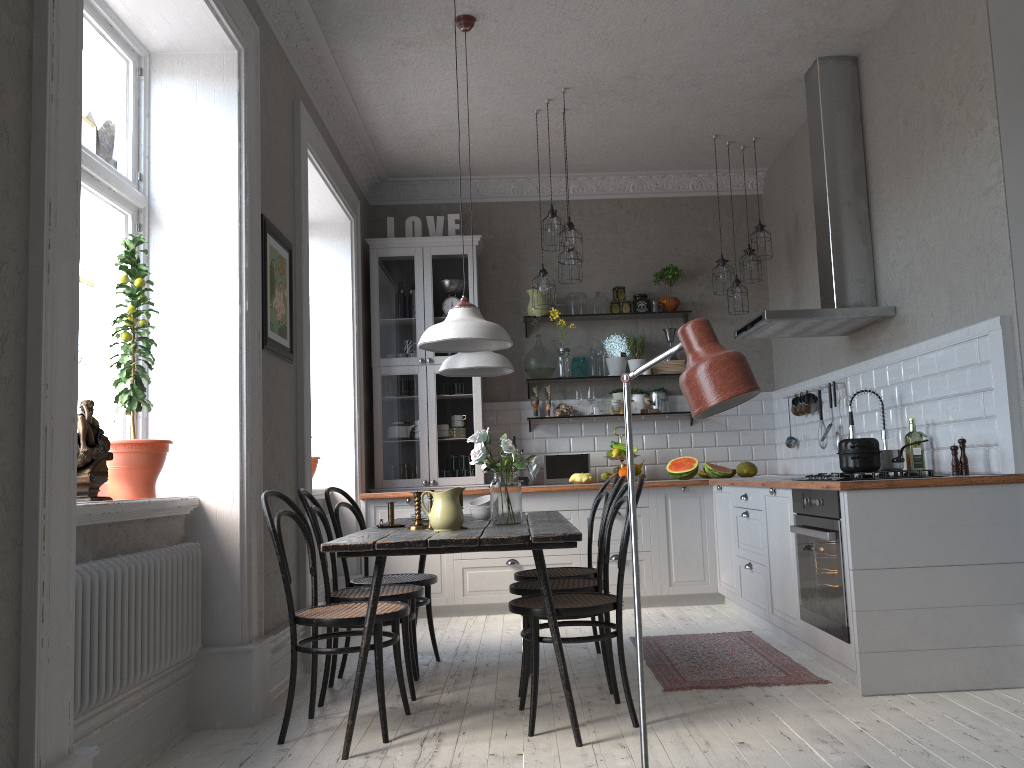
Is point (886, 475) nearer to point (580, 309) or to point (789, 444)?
point (789, 444)

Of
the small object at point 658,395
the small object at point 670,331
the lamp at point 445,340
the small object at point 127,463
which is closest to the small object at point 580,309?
the small object at point 670,331

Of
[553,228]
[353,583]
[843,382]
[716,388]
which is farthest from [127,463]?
[843,382]

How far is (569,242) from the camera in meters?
5.3

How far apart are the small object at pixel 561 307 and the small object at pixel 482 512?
2.92m

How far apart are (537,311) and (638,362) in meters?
0.9

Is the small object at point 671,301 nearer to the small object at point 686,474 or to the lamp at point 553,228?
the small object at point 686,474

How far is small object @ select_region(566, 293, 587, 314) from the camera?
6.9 meters

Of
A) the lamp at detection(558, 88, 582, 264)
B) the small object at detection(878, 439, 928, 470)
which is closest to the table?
the small object at detection(878, 439, 928, 470)

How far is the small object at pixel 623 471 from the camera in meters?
6.5 m
